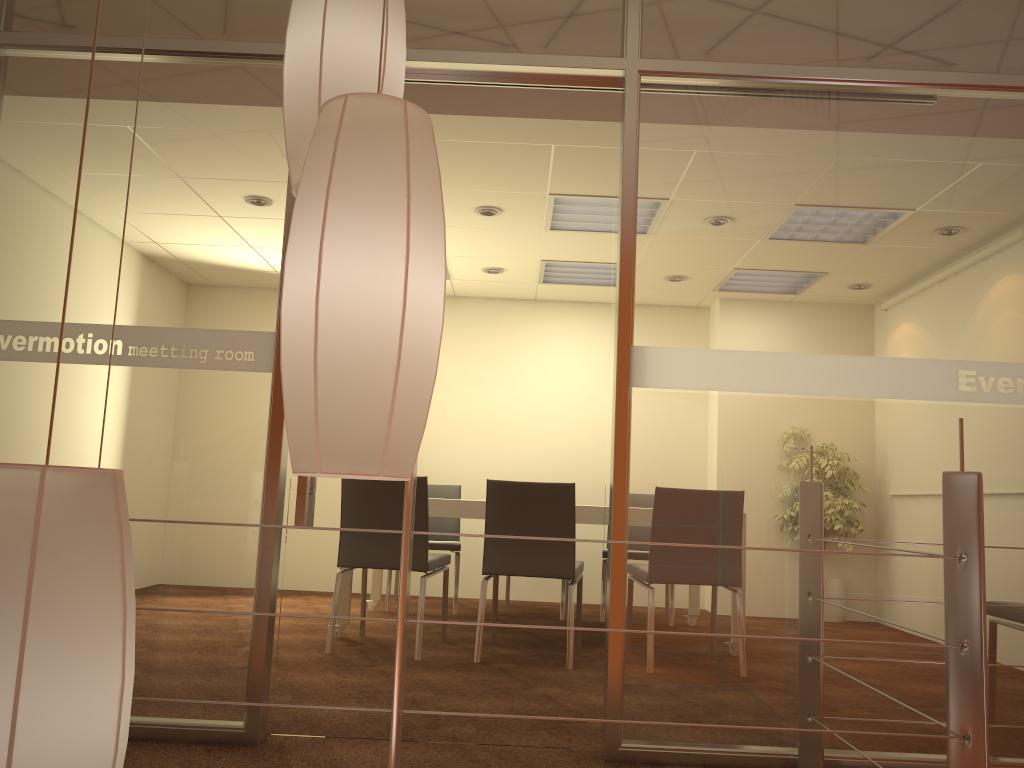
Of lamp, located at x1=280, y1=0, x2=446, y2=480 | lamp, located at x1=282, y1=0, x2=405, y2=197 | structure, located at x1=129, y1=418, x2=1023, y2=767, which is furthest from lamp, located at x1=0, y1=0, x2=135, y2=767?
structure, located at x1=129, y1=418, x2=1023, y2=767

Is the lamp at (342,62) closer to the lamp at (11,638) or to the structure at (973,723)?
the structure at (973,723)

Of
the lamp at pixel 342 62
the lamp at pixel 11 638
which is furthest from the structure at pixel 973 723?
the lamp at pixel 11 638

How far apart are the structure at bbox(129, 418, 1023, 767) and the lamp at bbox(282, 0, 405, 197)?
0.6m

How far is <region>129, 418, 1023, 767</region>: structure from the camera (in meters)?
1.59

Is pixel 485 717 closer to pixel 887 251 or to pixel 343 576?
pixel 343 576

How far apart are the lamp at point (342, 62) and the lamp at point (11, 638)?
0.7 meters

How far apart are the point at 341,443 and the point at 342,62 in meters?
0.7 m

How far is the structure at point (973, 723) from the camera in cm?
159

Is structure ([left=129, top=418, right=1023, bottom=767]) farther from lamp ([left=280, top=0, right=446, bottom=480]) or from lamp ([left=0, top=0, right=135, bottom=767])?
lamp ([left=0, top=0, right=135, bottom=767])
